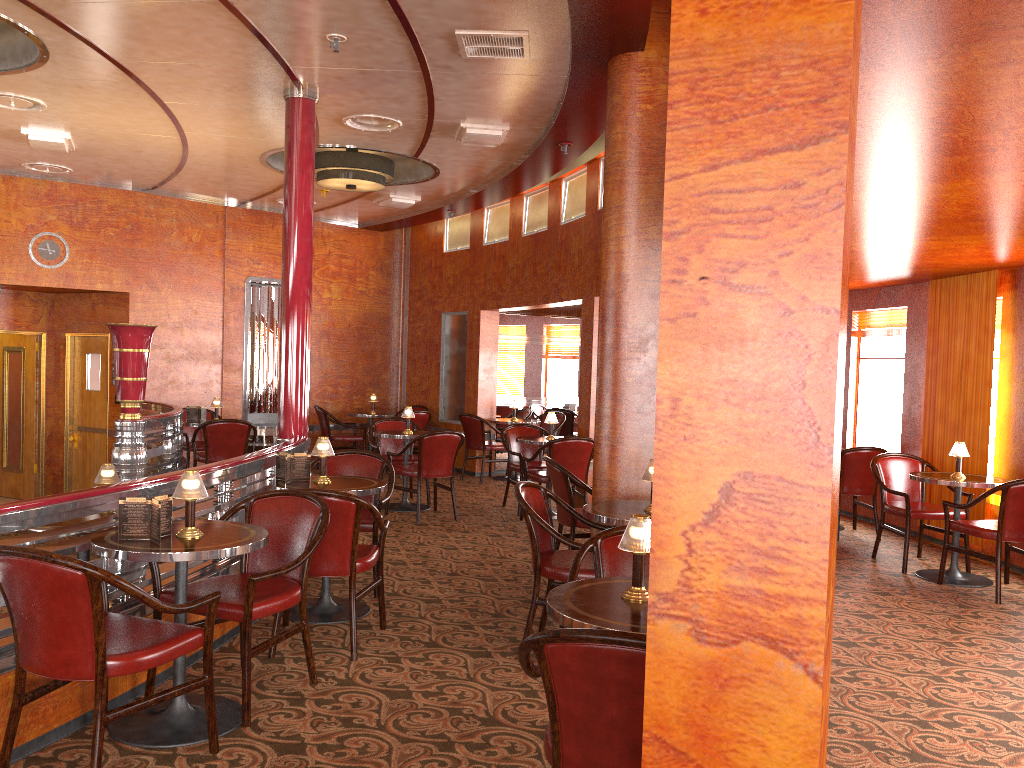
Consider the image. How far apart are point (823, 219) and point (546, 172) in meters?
7.0 m

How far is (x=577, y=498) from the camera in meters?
8.5 m

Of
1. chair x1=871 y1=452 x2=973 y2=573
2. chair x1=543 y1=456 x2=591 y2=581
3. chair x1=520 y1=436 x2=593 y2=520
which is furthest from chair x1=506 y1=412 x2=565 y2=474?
chair x1=543 y1=456 x2=591 y2=581

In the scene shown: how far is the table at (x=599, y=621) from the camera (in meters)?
2.41

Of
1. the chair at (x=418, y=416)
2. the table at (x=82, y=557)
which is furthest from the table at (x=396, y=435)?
the table at (x=82, y=557)

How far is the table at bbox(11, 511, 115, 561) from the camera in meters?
4.6 m

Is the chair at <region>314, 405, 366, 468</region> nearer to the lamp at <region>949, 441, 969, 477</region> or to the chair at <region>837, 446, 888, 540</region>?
the chair at <region>837, 446, 888, 540</region>

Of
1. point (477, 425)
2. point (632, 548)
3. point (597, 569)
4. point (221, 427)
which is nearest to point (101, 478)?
point (597, 569)

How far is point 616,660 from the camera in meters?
2.0 m

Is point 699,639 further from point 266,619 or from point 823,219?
point 266,619
